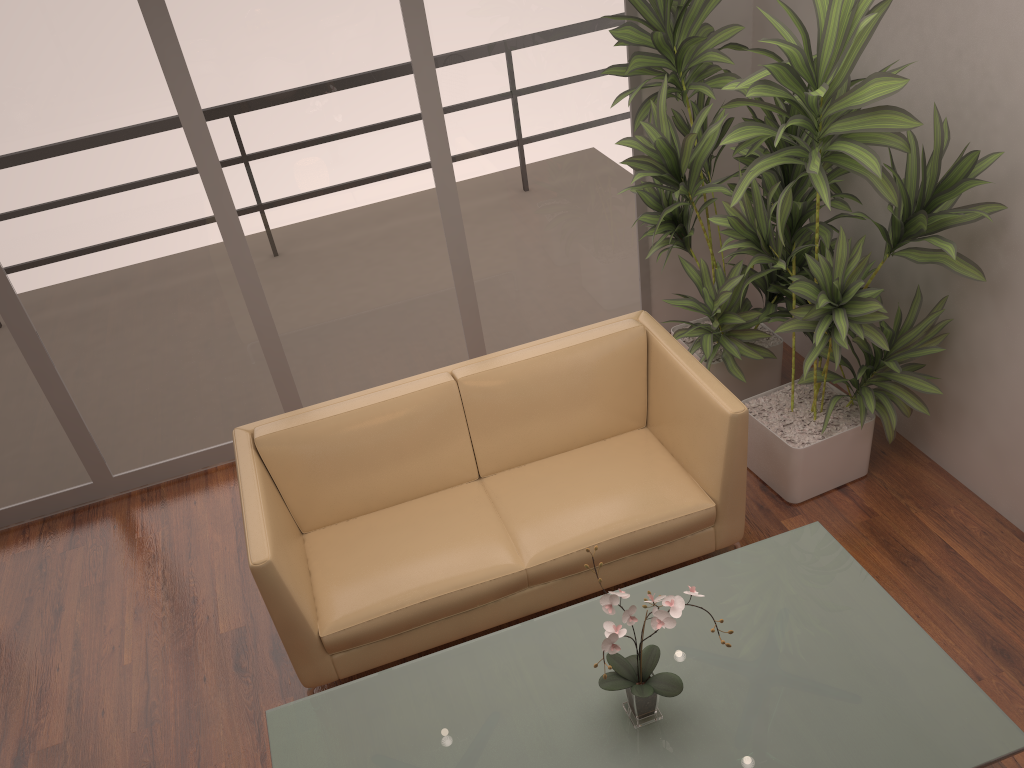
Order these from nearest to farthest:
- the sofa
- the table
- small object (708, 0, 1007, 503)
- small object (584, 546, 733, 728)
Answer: small object (584, 546, 733, 728), the table, small object (708, 0, 1007, 503), the sofa

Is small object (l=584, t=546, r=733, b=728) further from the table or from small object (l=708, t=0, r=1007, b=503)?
small object (l=708, t=0, r=1007, b=503)

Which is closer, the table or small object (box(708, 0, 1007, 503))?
the table

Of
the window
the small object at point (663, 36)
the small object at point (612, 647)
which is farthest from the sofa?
the window

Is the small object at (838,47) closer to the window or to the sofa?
the sofa

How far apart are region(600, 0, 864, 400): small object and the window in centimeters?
22cm

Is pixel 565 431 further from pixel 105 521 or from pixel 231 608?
pixel 105 521

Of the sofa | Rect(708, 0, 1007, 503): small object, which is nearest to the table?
the sofa

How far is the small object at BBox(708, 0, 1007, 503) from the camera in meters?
2.8

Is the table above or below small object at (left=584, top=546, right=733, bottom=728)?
below
